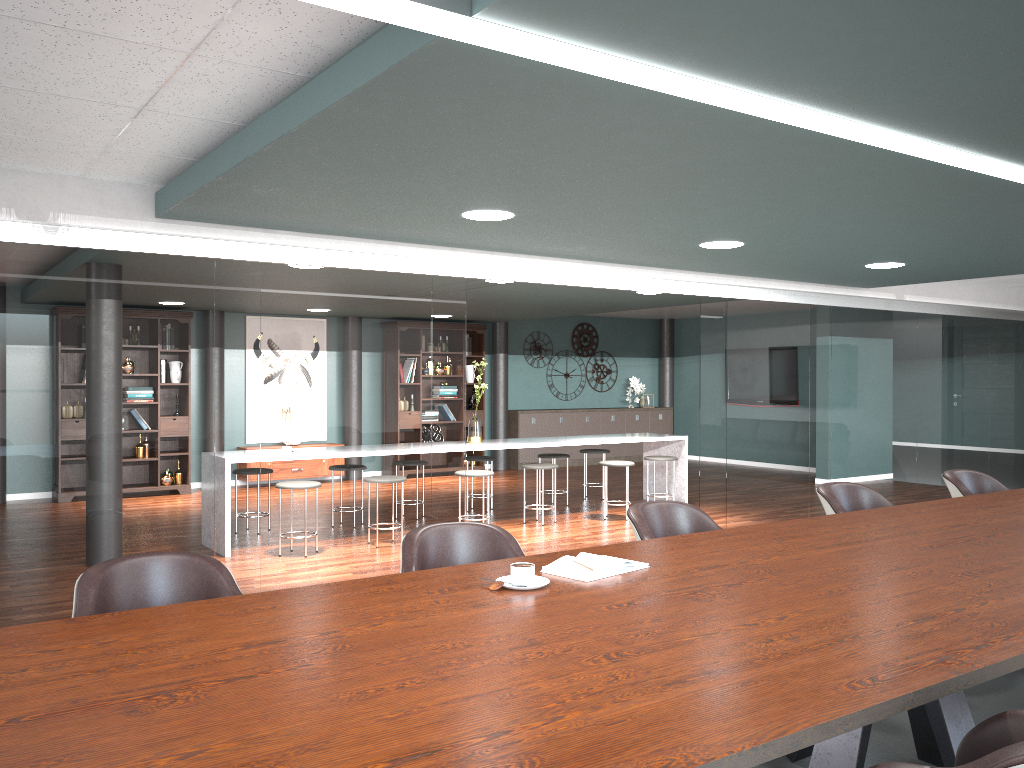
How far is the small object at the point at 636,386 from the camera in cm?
1357

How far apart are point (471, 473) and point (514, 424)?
5.3 meters

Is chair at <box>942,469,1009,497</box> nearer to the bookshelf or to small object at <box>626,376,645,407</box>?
the bookshelf

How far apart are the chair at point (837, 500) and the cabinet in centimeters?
806cm

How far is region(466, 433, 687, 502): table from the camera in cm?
776

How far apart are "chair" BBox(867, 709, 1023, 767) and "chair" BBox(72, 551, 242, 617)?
1.82m

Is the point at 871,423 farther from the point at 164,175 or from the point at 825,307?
the point at 164,175

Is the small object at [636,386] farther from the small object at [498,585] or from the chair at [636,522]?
the small object at [498,585]

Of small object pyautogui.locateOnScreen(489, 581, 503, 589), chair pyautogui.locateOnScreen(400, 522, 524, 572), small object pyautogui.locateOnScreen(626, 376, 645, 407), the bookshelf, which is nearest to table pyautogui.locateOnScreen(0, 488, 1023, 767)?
small object pyautogui.locateOnScreen(489, 581, 503, 589)

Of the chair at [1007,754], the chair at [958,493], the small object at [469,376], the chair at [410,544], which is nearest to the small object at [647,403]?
the small object at [469,376]
